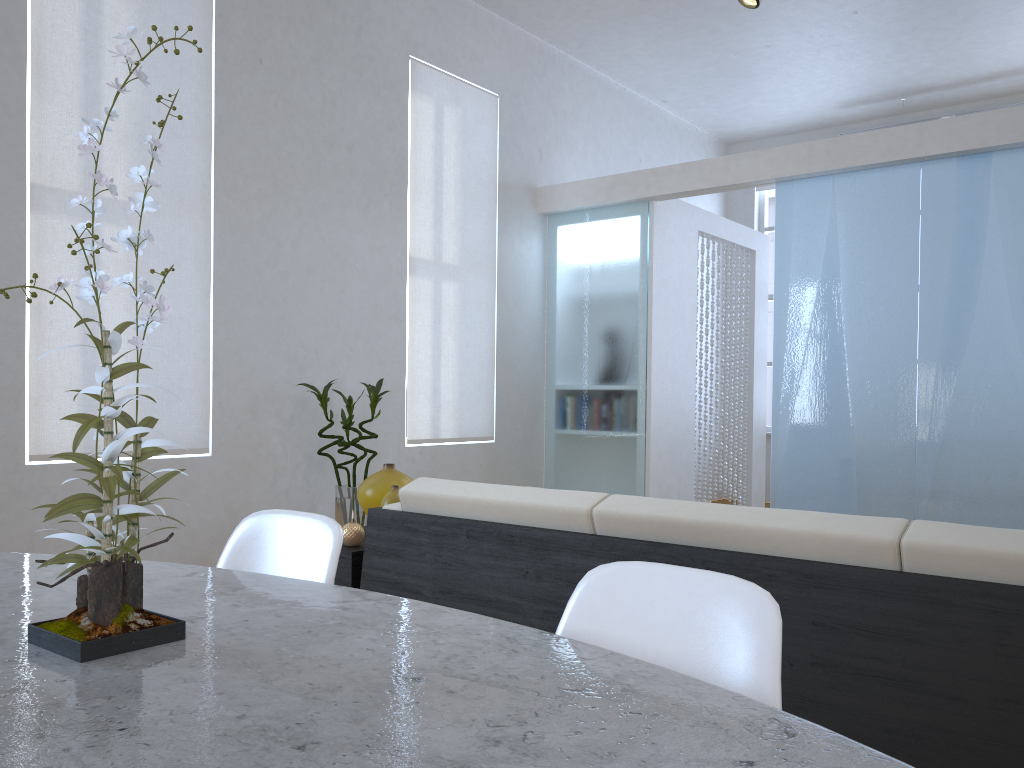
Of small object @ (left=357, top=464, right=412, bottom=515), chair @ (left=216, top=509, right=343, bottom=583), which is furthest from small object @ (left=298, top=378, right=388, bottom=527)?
chair @ (left=216, top=509, right=343, bottom=583)

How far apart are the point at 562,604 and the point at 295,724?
1.4 meters

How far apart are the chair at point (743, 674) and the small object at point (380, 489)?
1.8m

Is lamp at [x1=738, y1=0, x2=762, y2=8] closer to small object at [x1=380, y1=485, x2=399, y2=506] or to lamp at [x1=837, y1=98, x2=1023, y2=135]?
small object at [x1=380, y1=485, x2=399, y2=506]

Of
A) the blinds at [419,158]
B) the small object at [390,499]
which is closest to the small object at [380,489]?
the small object at [390,499]

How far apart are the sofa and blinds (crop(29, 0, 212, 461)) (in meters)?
1.63

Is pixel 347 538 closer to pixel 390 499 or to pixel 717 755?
pixel 390 499

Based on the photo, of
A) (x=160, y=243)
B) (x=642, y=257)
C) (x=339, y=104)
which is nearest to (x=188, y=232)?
(x=160, y=243)

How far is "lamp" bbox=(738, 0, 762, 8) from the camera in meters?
4.2 m

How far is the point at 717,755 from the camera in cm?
65
